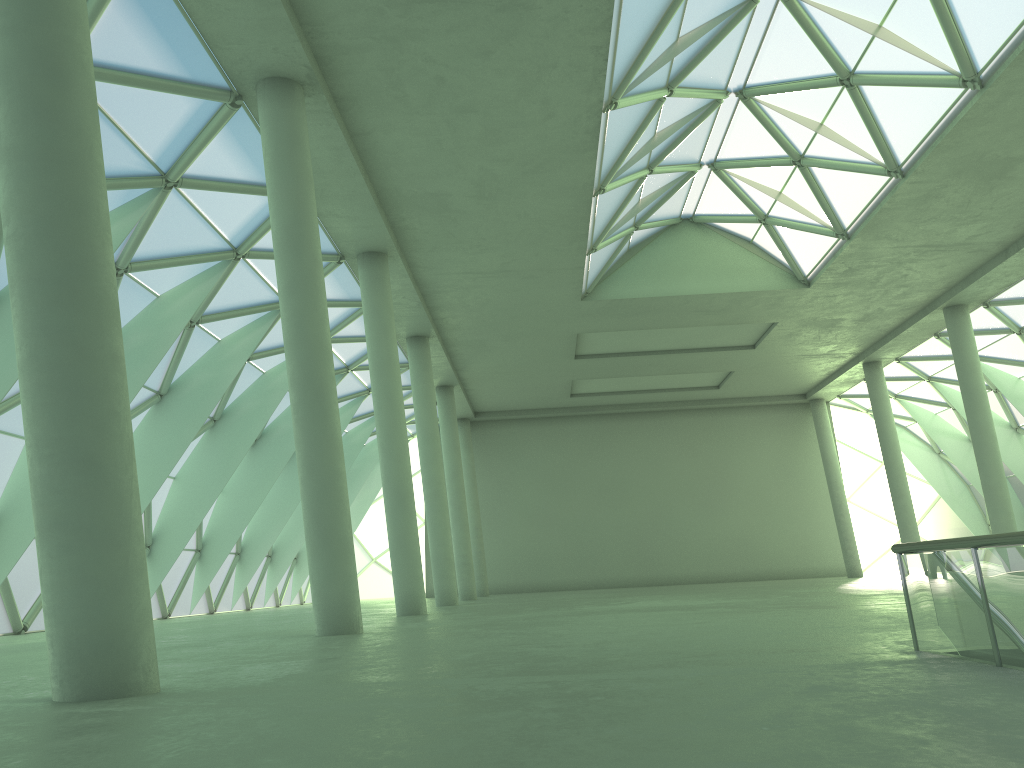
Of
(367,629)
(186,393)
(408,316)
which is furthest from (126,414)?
(408,316)

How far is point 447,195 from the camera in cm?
2747
